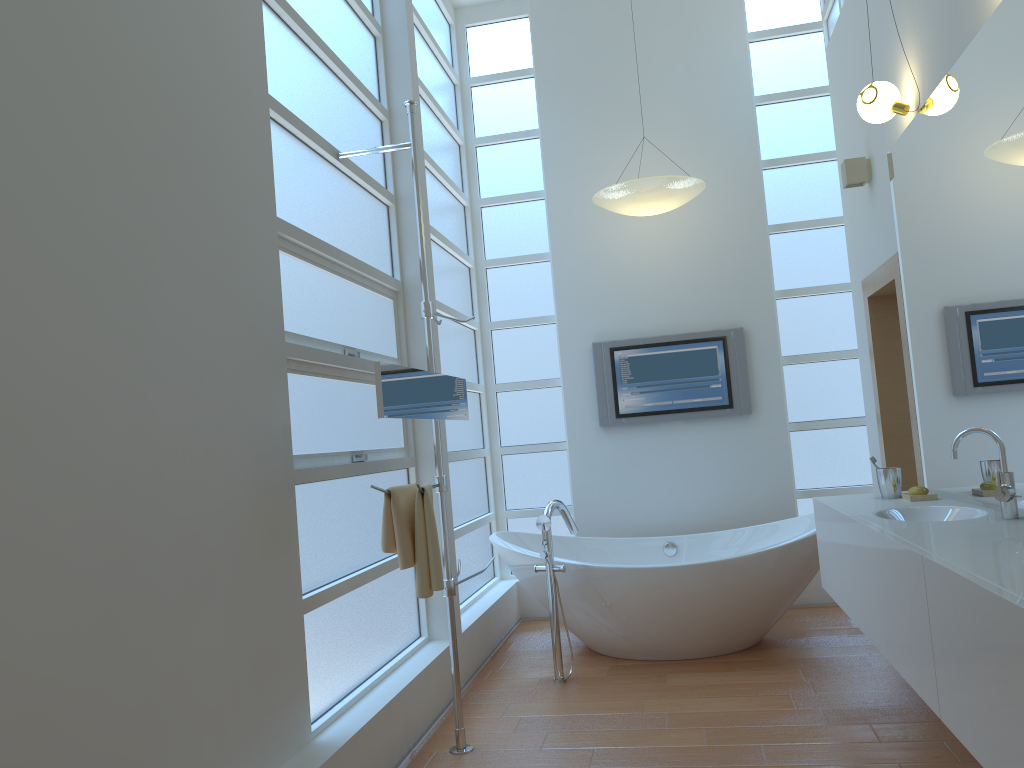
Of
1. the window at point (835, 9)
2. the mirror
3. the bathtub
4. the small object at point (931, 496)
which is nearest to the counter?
the small object at point (931, 496)

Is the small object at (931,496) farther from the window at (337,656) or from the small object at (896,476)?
the window at (337,656)

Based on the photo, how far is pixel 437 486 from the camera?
3.2m

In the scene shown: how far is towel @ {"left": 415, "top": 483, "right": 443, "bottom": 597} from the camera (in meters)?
2.83

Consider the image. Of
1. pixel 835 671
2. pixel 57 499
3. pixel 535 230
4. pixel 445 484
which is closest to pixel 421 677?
pixel 445 484

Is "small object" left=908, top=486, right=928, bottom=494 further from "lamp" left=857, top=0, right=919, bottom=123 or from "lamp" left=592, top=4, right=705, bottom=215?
"lamp" left=592, top=4, right=705, bottom=215

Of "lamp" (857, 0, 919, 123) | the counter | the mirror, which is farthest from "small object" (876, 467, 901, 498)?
the mirror

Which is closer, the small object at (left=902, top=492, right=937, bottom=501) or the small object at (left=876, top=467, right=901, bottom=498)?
the small object at (left=902, top=492, right=937, bottom=501)

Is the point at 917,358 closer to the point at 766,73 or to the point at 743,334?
the point at 743,334

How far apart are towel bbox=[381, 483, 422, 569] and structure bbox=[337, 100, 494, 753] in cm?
17
